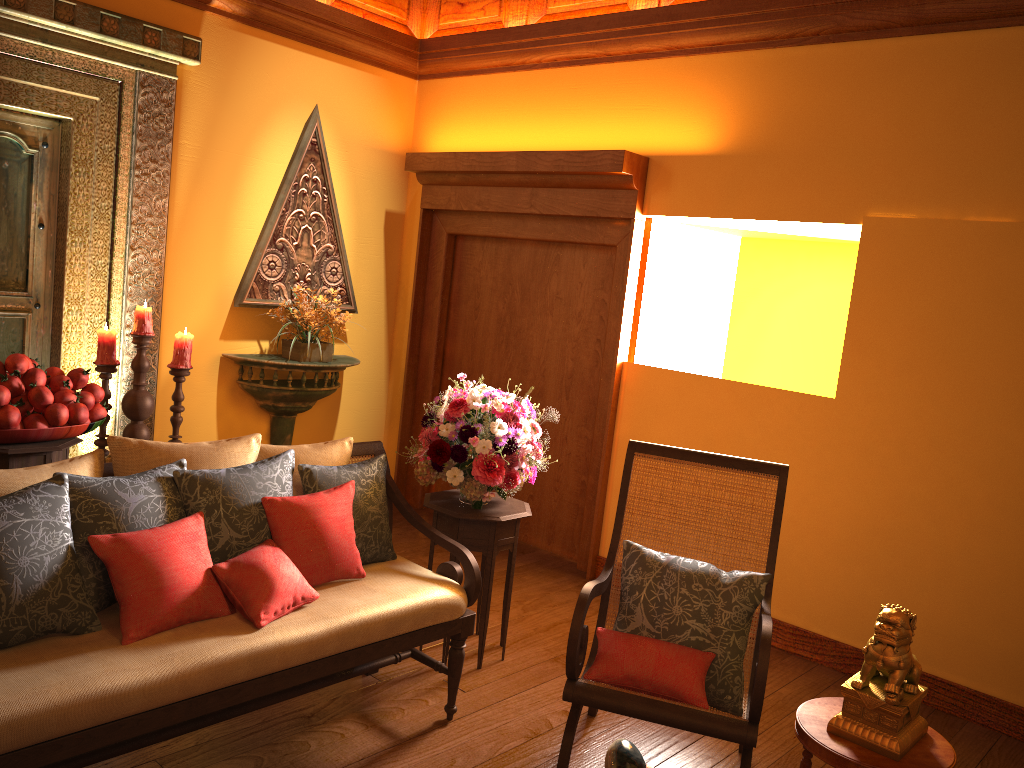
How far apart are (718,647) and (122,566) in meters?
1.7 m

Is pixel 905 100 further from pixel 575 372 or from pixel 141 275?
pixel 141 275

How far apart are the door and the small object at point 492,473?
2.0 meters

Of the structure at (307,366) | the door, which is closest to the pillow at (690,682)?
the structure at (307,366)

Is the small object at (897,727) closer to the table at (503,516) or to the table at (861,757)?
the table at (861,757)

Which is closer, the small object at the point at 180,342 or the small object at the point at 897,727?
the small object at the point at 897,727

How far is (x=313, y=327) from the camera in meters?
4.8

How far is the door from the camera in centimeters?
404cm

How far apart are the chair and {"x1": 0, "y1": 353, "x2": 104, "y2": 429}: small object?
1.9 meters

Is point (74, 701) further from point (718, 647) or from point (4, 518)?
point (718, 647)
